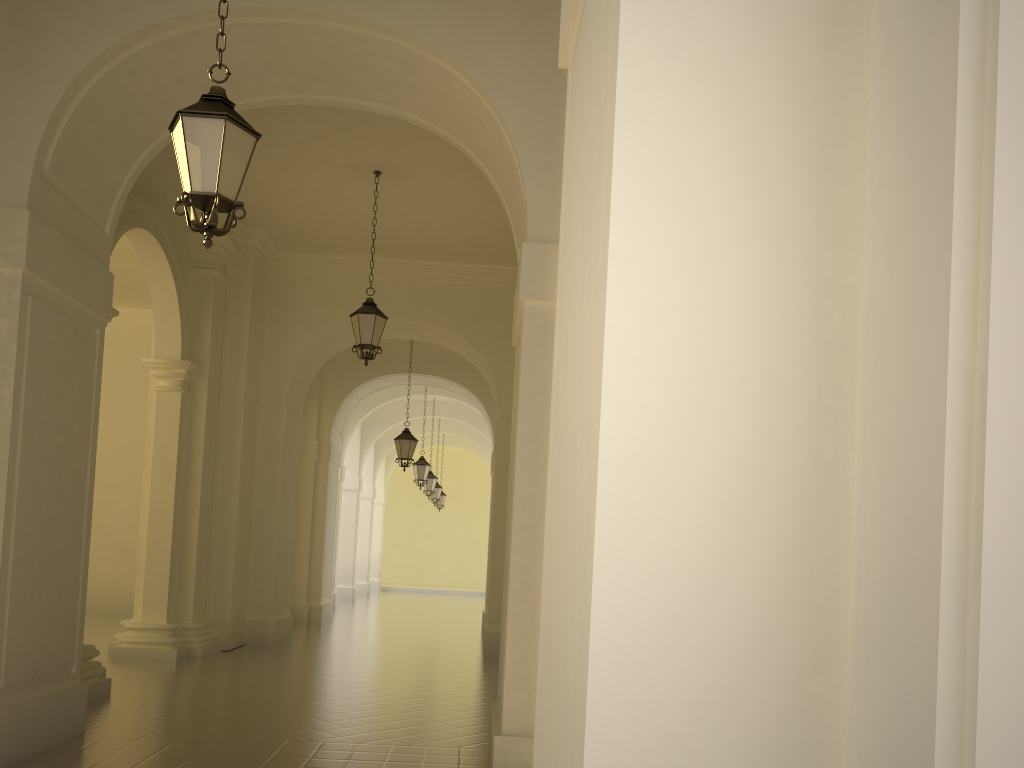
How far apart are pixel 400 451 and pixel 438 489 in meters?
12.7 m

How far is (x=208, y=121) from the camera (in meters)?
4.84

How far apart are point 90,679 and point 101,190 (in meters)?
4.88

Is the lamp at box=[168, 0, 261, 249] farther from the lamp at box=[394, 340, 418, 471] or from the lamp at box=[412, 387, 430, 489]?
the lamp at box=[412, 387, 430, 489]

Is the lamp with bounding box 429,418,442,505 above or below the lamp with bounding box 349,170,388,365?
below

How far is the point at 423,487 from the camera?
41.20m

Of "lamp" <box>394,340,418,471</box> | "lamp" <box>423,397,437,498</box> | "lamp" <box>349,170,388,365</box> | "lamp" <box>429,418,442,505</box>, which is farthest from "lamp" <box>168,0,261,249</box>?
"lamp" <box>429,418,442,505</box>

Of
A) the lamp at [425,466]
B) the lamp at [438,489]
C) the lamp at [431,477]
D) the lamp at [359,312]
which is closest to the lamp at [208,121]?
the lamp at [359,312]

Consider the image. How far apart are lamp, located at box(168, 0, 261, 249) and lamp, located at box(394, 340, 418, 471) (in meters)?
12.64

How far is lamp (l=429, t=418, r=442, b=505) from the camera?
30.10m
